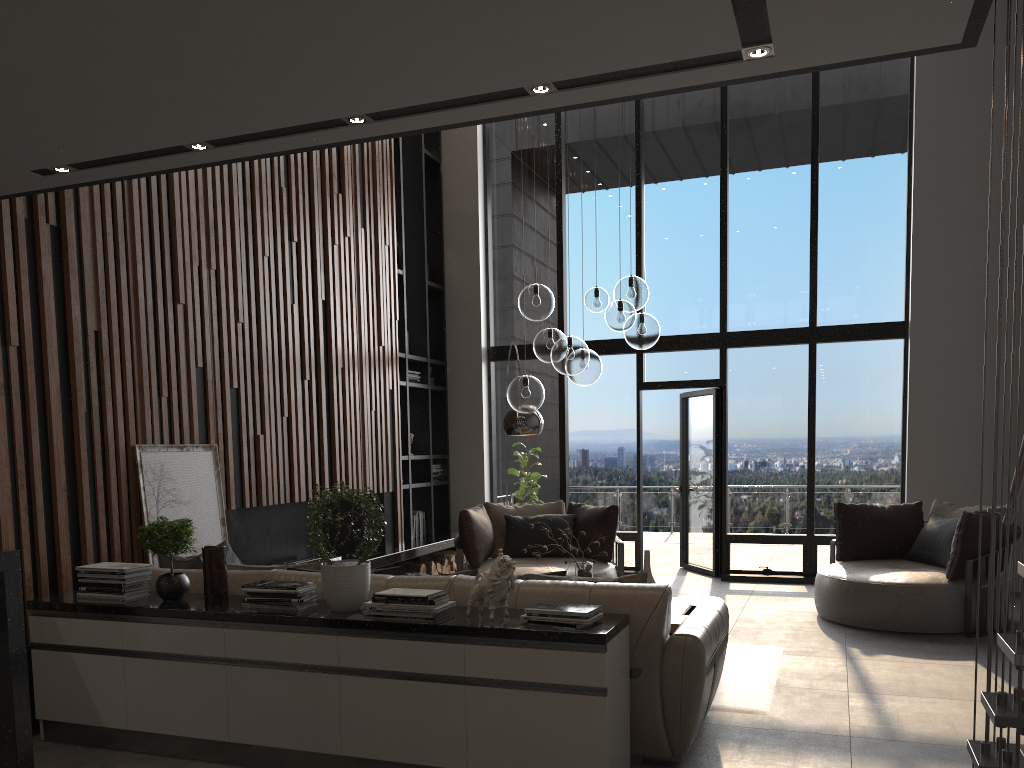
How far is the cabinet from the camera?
3.2 meters

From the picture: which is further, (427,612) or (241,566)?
(241,566)

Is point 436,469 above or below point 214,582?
above

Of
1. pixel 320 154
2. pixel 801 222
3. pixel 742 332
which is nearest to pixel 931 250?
pixel 801 222

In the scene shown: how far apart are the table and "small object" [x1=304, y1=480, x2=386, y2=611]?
2.0m

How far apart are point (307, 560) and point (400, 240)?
3.48m

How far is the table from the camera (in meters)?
5.08

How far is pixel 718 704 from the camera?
4.48m

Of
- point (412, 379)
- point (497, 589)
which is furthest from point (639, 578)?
point (412, 379)

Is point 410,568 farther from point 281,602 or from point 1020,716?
point 1020,716
